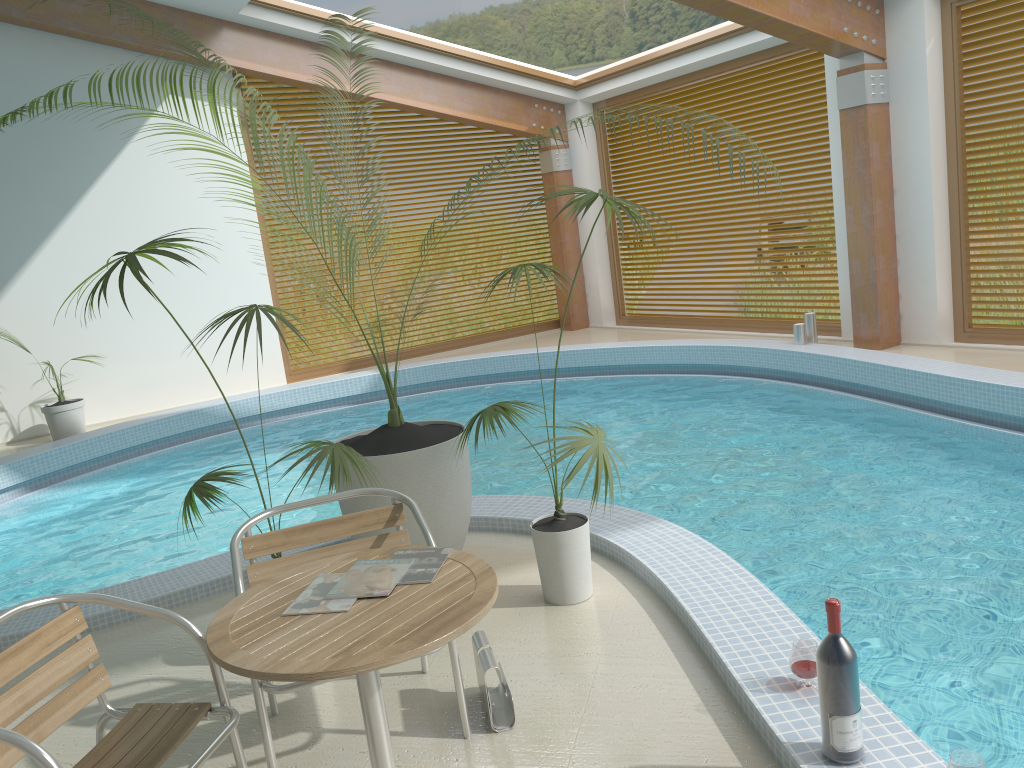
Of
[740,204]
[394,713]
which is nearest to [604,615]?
[394,713]

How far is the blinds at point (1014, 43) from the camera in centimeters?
735cm

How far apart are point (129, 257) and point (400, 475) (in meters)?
1.47

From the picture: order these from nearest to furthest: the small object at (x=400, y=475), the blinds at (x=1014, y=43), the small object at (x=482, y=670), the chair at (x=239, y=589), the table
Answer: the table, the chair at (x=239, y=589), the small object at (x=482, y=670), the small object at (x=400, y=475), the blinds at (x=1014, y=43)

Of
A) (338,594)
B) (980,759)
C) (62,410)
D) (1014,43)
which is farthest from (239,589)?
(1014,43)

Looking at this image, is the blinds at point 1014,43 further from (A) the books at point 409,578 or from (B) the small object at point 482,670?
(A) the books at point 409,578

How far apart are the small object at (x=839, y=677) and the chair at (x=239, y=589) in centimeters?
107cm

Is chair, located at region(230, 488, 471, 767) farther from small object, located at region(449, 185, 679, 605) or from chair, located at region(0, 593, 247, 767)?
small object, located at region(449, 185, 679, 605)

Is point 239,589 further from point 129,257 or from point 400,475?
point 400,475

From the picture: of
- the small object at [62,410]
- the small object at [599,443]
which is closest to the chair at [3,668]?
the small object at [599,443]
